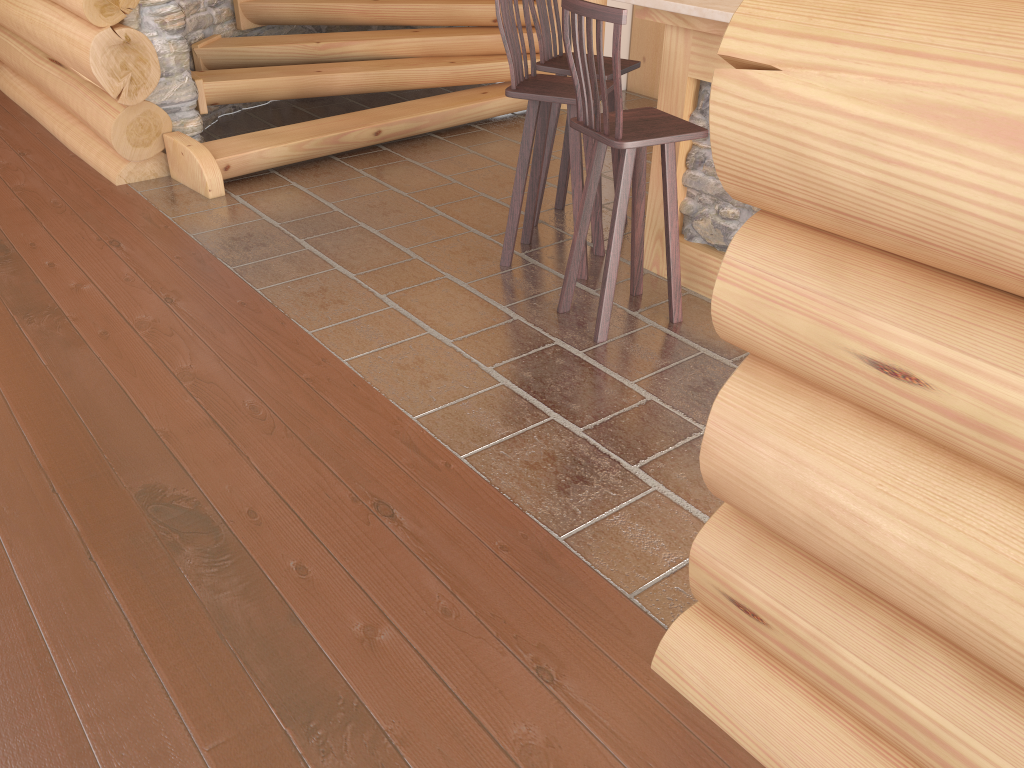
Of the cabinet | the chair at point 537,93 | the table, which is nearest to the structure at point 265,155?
the cabinet

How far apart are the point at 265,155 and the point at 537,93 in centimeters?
216cm

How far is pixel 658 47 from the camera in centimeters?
709cm

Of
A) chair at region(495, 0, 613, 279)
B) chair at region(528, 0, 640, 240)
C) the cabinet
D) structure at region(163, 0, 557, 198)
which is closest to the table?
chair at region(495, 0, 613, 279)

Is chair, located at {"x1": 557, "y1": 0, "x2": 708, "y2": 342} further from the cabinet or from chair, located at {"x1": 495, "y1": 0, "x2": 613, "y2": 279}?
the cabinet

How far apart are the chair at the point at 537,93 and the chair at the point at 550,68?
0.2 meters

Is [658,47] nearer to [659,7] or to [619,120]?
[659,7]

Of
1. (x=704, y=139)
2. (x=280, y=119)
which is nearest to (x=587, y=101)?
(x=704, y=139)

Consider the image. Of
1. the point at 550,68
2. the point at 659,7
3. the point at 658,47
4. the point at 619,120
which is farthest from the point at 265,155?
the point at 658,47

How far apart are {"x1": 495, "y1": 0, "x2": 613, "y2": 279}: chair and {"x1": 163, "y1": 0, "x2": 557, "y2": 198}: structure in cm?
175
